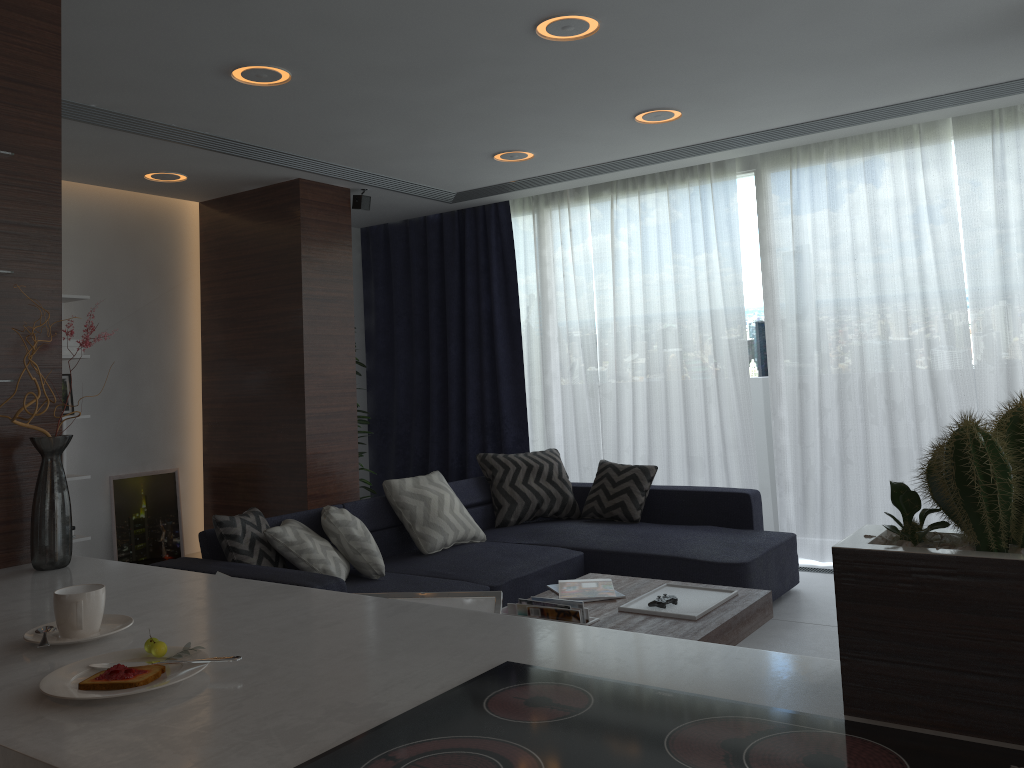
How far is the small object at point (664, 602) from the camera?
3.3m

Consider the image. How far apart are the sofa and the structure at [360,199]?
2.0 meters

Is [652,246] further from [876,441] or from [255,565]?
[255,565]

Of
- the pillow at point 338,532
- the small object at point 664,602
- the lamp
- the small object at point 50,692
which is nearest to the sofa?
the pillow at point 338,532

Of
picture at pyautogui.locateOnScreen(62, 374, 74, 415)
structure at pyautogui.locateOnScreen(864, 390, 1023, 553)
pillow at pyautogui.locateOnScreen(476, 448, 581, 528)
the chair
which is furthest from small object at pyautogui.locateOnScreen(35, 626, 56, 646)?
picture at pyautogui.locateOnScreen(62, 374, 74, 415)

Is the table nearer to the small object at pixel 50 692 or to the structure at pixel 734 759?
the structure at pixel 734 759

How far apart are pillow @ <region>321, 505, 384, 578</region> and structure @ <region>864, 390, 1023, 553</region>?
3.2m

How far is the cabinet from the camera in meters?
1.1 m

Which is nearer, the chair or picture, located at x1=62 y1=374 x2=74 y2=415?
the chair

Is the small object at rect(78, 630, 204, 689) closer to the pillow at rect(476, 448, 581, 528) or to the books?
the books
